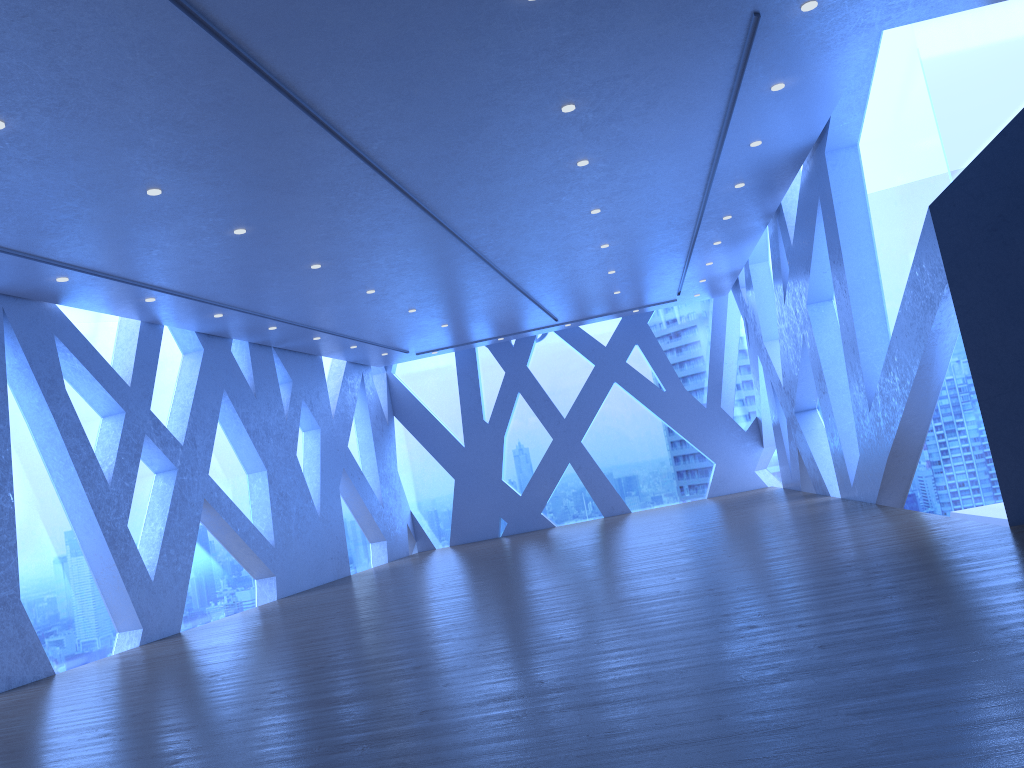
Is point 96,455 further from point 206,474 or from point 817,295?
point 817,295

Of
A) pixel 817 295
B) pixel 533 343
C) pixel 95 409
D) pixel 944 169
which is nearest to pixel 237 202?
pixel 95 409

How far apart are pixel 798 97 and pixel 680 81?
1.45m
